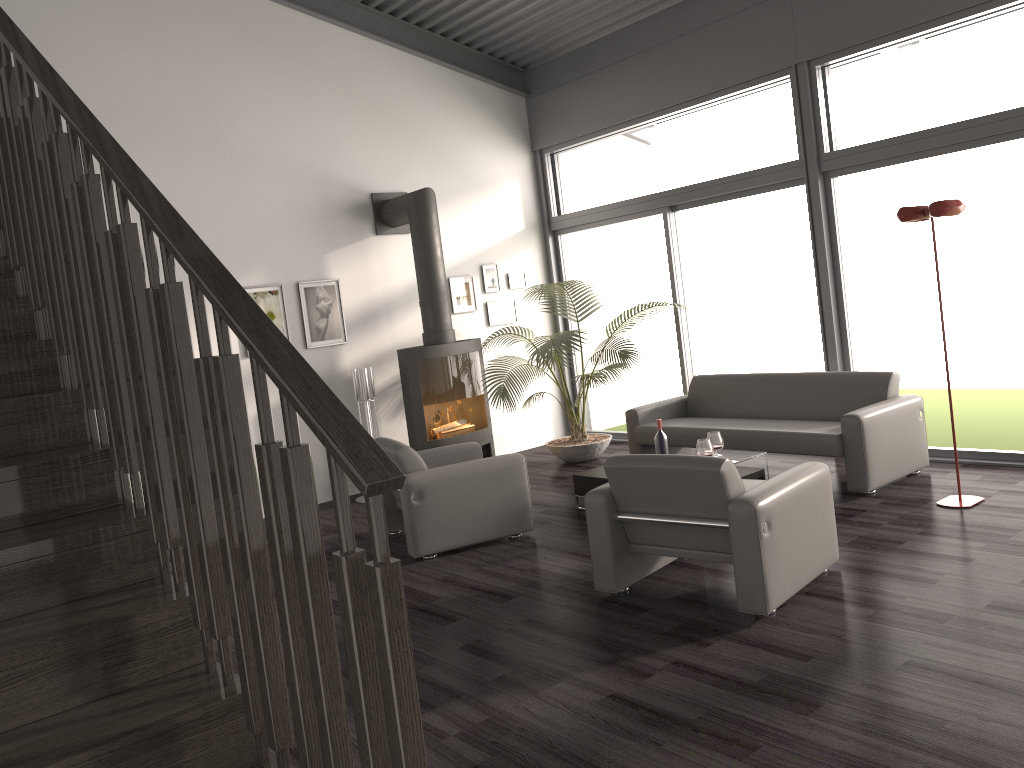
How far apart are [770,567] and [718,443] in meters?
2.0 m

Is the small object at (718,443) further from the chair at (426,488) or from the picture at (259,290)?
the picture at (259,290)

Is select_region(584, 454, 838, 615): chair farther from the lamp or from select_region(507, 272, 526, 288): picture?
select_region(507, 272, 526, 288): picture

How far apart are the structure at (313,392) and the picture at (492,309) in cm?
567

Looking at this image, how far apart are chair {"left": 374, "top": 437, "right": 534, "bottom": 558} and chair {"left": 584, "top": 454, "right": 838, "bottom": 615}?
1.2m

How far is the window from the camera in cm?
602

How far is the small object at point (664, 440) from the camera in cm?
593

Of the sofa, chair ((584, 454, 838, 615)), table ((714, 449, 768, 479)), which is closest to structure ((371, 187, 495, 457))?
the sofa

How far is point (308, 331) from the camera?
7.66m

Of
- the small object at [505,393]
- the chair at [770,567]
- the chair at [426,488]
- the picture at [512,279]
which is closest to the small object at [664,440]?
the chair at [426,488]
